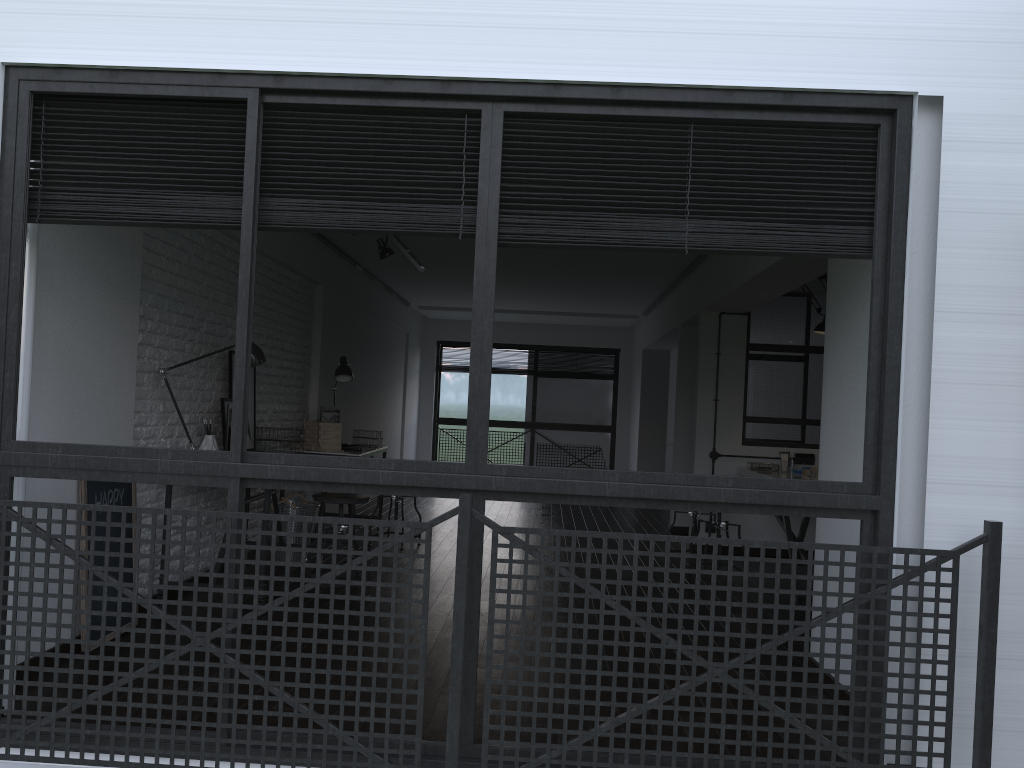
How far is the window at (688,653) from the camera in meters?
2.5

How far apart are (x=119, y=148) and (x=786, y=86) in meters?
2.0 m

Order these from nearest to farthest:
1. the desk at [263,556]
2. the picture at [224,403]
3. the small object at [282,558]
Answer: the desk at [263,556] → the picture at [224,403] → the small object at [282,558]

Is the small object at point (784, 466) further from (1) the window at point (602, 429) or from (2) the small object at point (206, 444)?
(1) the window at point (602, 429)

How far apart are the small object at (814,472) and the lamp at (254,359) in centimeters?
368cm

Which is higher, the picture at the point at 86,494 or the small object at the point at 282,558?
the picture at the point at 86,494

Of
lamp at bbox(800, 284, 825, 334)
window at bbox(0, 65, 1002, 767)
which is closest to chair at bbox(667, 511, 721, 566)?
lamp at bbox(800, 284, 825, 334)

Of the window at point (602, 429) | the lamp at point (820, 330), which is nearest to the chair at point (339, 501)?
the lamp at point (820, 330)

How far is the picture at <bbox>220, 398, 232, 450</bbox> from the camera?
5.0m

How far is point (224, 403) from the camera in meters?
5.0
